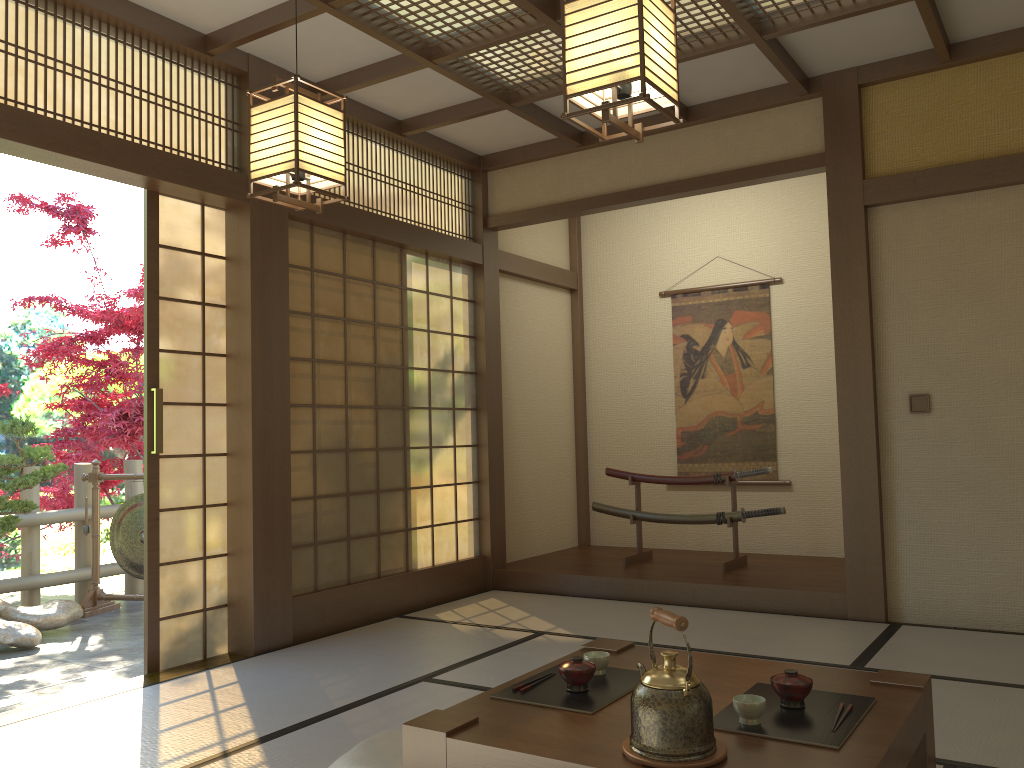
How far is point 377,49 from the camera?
4.5m

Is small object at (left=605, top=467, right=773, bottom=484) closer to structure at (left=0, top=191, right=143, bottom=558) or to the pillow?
the pillow

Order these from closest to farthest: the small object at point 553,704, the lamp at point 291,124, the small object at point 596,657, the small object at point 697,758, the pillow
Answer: the small object at point 697,758
the small object at point 553,704
the small object at point 596,657
the pillow
the lamp at point 291,124

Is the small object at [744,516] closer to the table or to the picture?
the picture

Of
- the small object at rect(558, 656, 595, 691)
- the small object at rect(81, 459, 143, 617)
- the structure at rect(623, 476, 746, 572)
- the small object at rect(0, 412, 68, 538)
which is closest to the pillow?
the small object at rect(558, 656, 595, 691)

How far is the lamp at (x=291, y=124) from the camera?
2.8 meters

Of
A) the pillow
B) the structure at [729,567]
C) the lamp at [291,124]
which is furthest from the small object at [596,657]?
the structure at [729,567]

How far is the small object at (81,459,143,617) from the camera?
6.04m

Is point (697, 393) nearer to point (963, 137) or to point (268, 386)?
point (963, 137)

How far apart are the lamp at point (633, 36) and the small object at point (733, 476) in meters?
3.7
